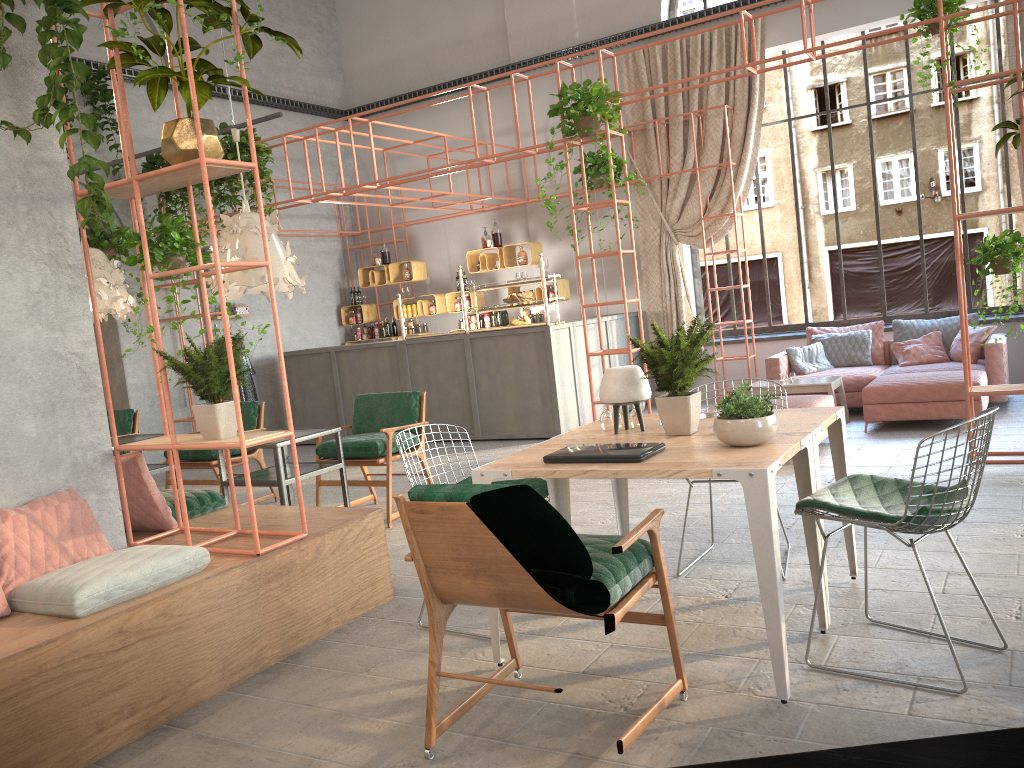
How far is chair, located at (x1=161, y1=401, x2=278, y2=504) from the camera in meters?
7.4 m

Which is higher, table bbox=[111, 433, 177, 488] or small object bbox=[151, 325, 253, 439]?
small object bbox=[151, 325, 253, 439]

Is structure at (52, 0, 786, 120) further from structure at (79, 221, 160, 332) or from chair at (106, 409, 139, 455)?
chair at (106, 409, 139, 455)

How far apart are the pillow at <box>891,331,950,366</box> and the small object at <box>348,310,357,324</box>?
7.5 meters

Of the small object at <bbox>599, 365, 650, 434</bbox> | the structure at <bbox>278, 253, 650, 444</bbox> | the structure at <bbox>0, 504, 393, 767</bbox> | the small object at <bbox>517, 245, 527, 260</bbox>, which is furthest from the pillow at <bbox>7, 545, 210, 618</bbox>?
the small object at <bbox>517, 245, 527, 260</bbox>

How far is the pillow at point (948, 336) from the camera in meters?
9.1

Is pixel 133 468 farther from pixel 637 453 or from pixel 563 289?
pixel 563 289

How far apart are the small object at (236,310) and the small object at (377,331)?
2.0m

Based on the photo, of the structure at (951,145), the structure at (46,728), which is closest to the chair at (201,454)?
the structure at (46,728)

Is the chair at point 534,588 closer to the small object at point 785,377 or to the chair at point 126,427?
the small object at point 785,377
